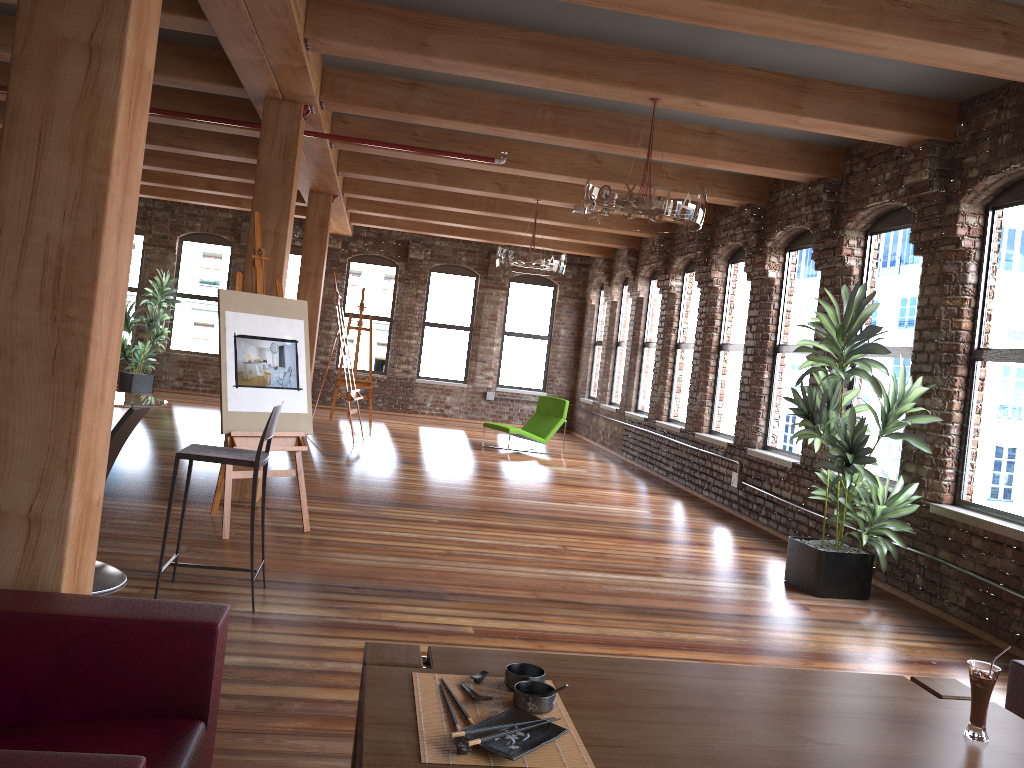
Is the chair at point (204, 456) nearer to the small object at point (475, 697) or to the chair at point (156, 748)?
the chair at point (156, 748)

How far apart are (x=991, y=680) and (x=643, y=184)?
3.76m

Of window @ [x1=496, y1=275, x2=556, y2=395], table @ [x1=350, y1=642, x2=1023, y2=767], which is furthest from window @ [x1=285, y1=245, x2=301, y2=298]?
table @ [x1=350, y1=642, x2=1023, y2=767]

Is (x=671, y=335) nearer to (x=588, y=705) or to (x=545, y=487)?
(x=545, y=487)

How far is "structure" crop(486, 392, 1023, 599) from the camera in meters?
8.9 m

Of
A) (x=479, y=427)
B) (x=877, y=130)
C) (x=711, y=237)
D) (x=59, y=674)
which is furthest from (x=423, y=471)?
(x=59, y=674)

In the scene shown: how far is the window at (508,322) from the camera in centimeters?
1652cm

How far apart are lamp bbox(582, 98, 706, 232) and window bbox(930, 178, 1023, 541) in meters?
1.9

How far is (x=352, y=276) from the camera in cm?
1606

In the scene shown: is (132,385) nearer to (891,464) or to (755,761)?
(891,464)
